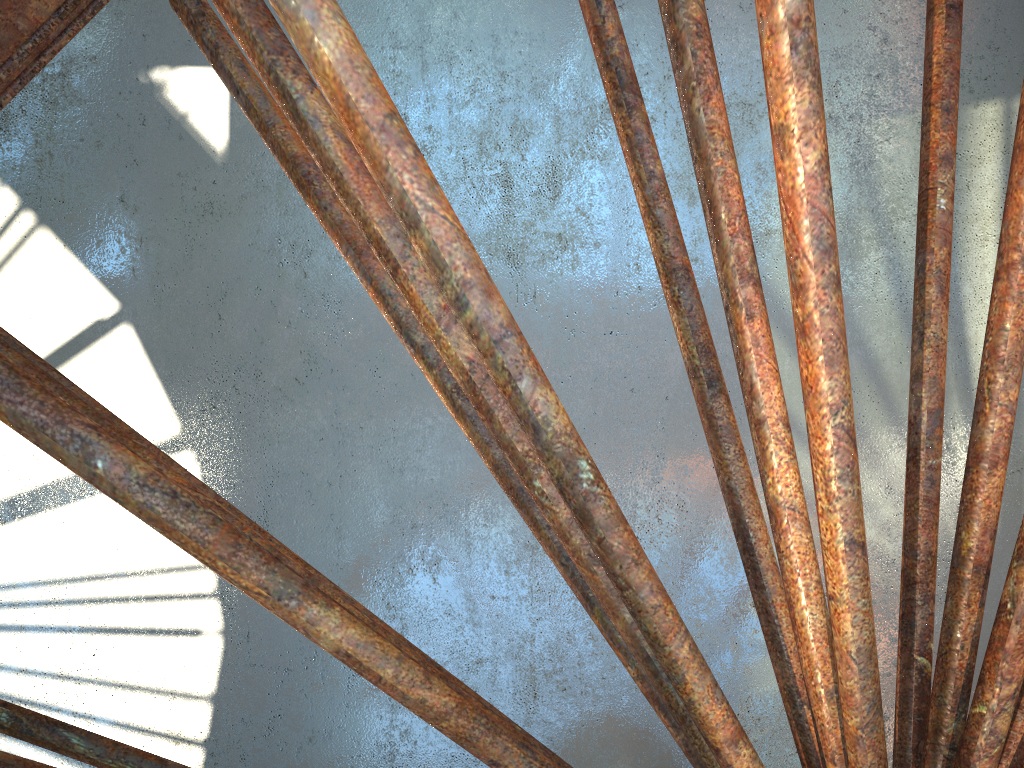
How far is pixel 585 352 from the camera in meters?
20.2 m
